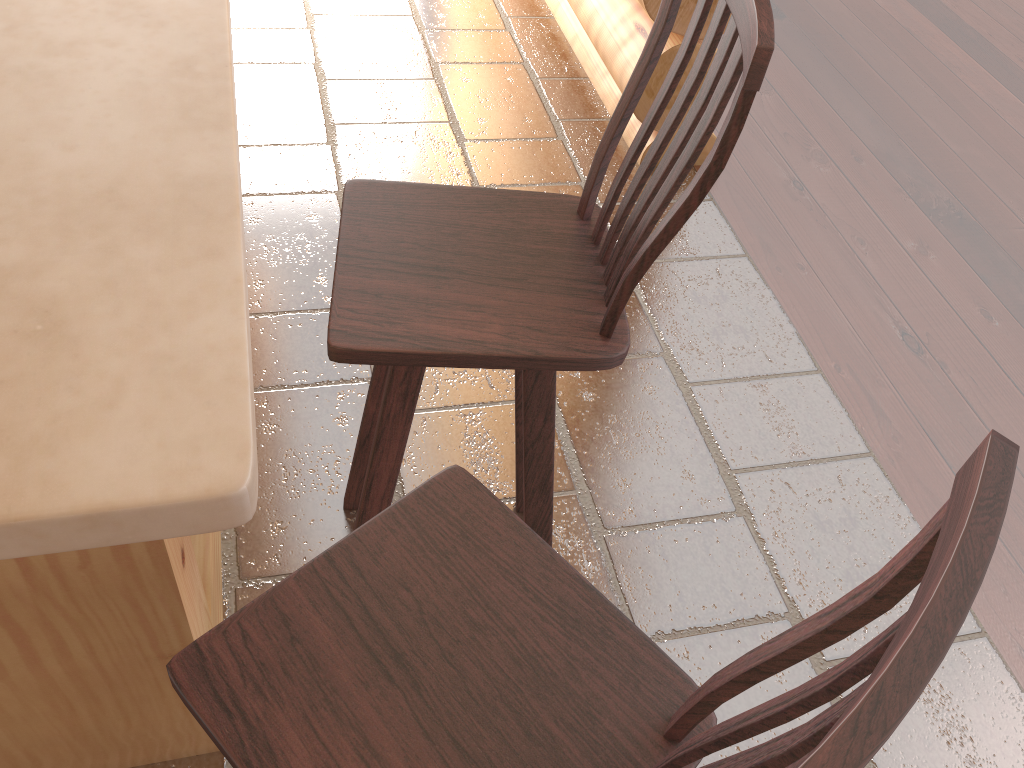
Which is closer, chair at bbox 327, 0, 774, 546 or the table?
the table

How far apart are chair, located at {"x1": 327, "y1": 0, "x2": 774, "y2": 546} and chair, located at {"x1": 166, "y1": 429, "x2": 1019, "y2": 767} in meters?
0.2 m

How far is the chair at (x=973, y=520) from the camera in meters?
0.5

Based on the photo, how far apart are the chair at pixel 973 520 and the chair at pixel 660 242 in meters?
0.2

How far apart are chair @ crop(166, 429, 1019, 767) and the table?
0.3 meters

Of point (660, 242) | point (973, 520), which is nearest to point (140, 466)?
point (973, 520)

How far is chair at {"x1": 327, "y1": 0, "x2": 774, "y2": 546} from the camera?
1.11m

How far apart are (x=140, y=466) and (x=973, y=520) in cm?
49

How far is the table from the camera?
0.5m
